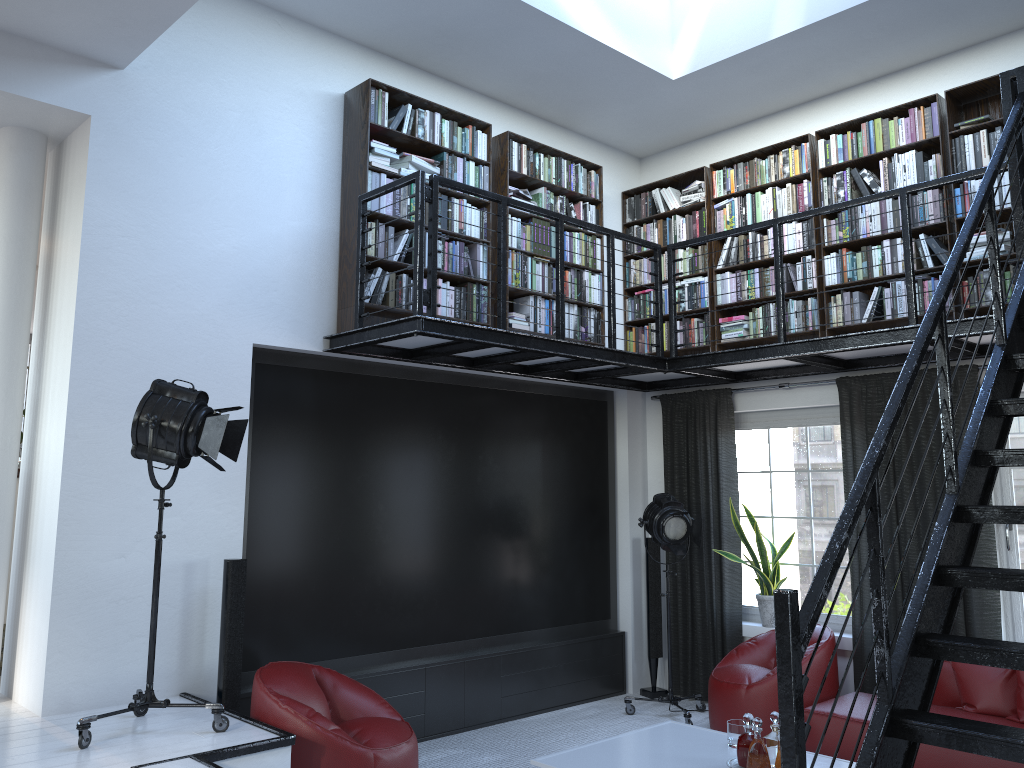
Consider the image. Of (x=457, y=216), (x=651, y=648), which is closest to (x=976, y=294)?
(x=457, y=216)

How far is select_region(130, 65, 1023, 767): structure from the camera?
2.18m

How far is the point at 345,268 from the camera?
5.5 meters

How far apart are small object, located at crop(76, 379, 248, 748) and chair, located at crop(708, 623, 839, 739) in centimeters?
320cm

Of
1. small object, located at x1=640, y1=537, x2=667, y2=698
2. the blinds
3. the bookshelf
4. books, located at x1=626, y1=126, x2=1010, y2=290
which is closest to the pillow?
the blinds

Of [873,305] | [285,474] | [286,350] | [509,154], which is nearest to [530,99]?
[509,154]

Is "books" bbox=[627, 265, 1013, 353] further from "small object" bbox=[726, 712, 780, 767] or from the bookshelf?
"small object" bbox=[726, 712, 780, 767]

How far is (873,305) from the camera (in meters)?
5.93

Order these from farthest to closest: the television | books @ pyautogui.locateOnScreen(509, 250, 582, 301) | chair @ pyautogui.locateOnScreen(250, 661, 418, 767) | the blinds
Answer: books @ pyautogui.locateOnScreen(509, 250, 582, 301), the blinds, the television, chair @ pyautogui.locateOnScreen(250, 661, 418, 767)

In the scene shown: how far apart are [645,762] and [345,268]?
3.31m
